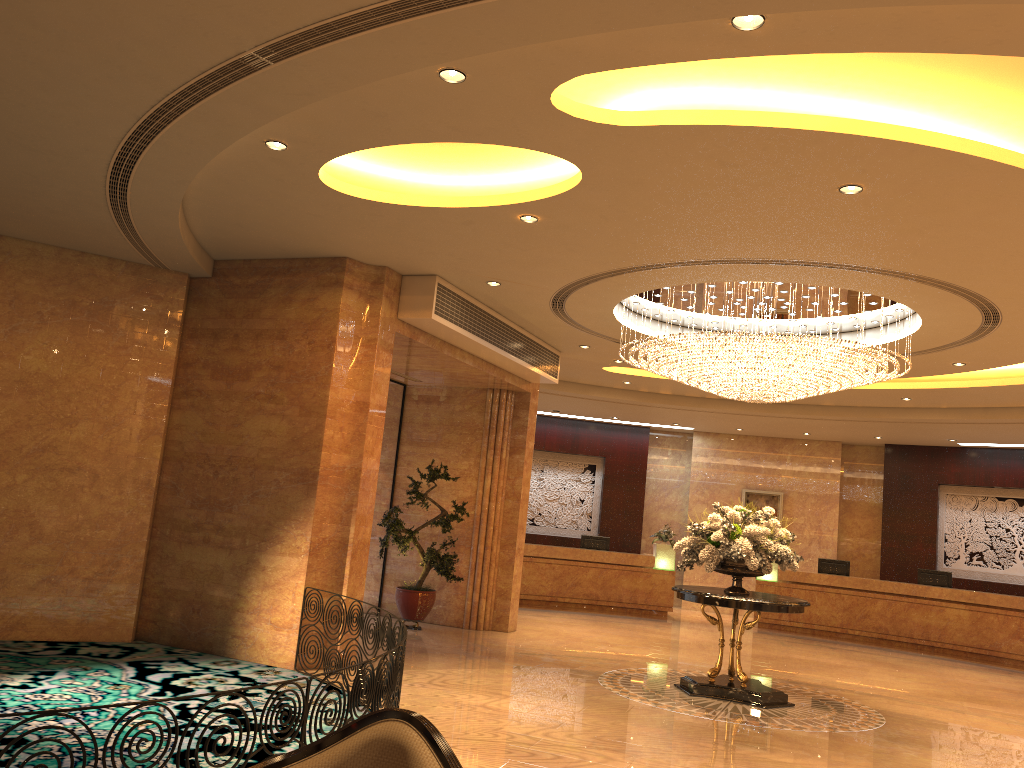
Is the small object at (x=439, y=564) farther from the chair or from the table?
the chair

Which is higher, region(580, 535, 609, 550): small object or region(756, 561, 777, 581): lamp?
region(580, 535, 609, 550): small object

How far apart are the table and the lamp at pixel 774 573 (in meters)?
7.80

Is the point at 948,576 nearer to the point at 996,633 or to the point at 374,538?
the point at 996,633

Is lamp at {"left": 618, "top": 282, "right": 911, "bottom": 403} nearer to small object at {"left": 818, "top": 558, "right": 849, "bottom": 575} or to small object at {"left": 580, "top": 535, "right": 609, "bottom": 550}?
small object at {"left": 580, "top": 535, "right": 609, "bottom": 550}

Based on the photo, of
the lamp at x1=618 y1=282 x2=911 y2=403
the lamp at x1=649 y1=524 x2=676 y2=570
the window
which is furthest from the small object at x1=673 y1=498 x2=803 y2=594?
the lamp at x1=649 y1=524 x2=676 y2=570

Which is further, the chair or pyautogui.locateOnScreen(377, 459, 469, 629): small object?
pyautogui.locateOnScreen(377, 459, 469, 629): small object

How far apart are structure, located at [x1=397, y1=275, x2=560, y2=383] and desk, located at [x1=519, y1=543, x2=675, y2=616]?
5.34m

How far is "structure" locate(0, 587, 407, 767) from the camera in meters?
4.9

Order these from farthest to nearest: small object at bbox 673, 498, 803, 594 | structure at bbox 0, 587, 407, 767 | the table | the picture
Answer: the picture
small object at bbox 673, 498, 803, 594
the table
structure at bbox 0, 587, 407, 767
